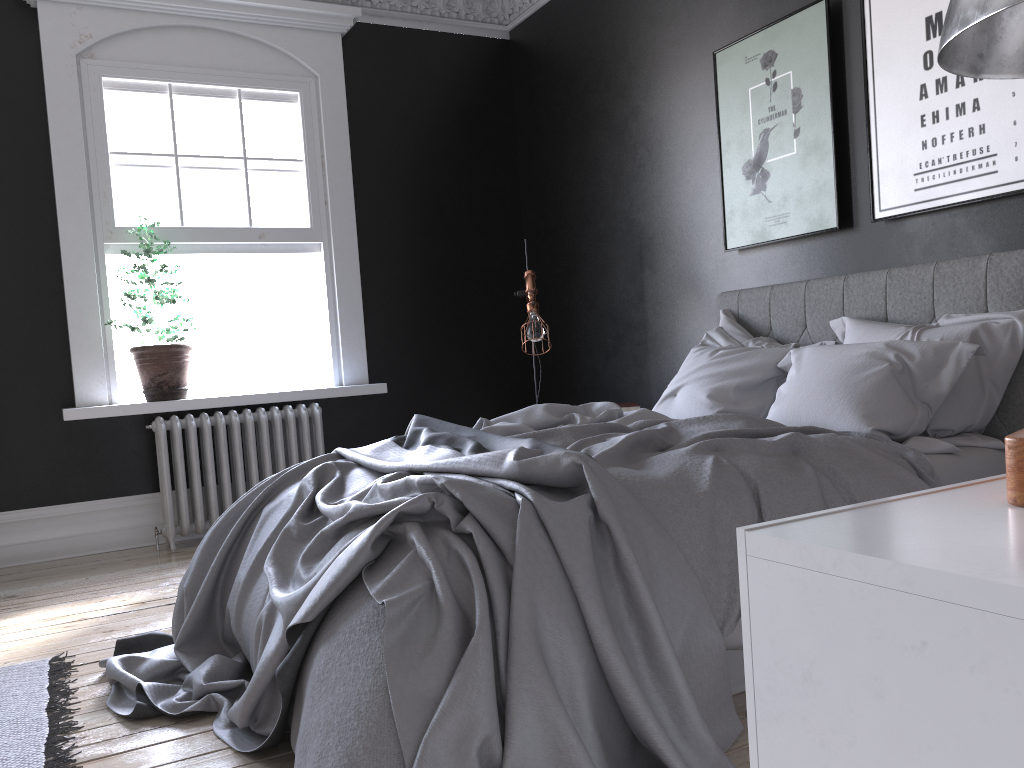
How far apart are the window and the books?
2.6 meters

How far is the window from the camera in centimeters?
552cm

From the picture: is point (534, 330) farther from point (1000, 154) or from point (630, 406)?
point (1000, 154)

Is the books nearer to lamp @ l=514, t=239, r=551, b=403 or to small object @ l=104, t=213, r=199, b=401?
lamp @ l=514, t=239, r=551, b=403

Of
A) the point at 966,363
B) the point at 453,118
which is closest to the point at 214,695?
the point at 966,363

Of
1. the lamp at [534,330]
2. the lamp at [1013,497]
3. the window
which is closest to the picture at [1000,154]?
the lamp at [534,330]

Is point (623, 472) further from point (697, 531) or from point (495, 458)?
point (495, 458)

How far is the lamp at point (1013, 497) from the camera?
0.7m

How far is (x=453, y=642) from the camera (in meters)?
1.95

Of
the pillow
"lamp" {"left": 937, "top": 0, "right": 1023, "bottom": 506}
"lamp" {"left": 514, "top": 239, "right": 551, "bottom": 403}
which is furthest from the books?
"lamp" {"left": 937, "top": 0, "right": 1023, "bottom": 506}
